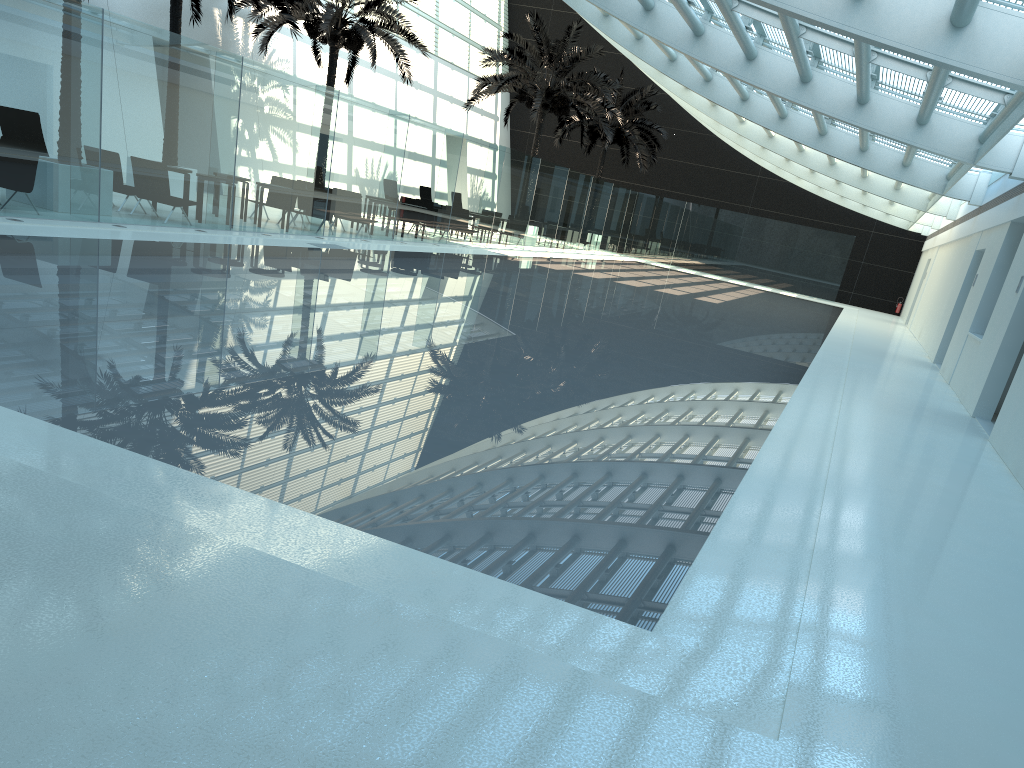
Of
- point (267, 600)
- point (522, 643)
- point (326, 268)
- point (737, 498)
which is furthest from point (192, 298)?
point (522, 643)

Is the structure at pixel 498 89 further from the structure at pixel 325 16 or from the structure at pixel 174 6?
the structure at pixel 174 6

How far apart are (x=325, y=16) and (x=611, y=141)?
16.5 meters

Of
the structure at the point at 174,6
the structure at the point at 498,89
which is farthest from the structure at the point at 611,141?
the structure at the point at 174,6

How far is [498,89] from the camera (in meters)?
28.60

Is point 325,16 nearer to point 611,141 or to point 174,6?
point 174,6

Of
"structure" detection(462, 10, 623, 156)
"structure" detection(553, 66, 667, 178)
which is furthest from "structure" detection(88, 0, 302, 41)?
"structure" detection(553, 66, 667, 178)

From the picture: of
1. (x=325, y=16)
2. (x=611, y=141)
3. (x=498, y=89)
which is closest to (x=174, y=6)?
(x=325, y=16)

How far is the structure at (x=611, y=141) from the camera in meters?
36.2

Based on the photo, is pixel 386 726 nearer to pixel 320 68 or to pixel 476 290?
pixel 476 290
